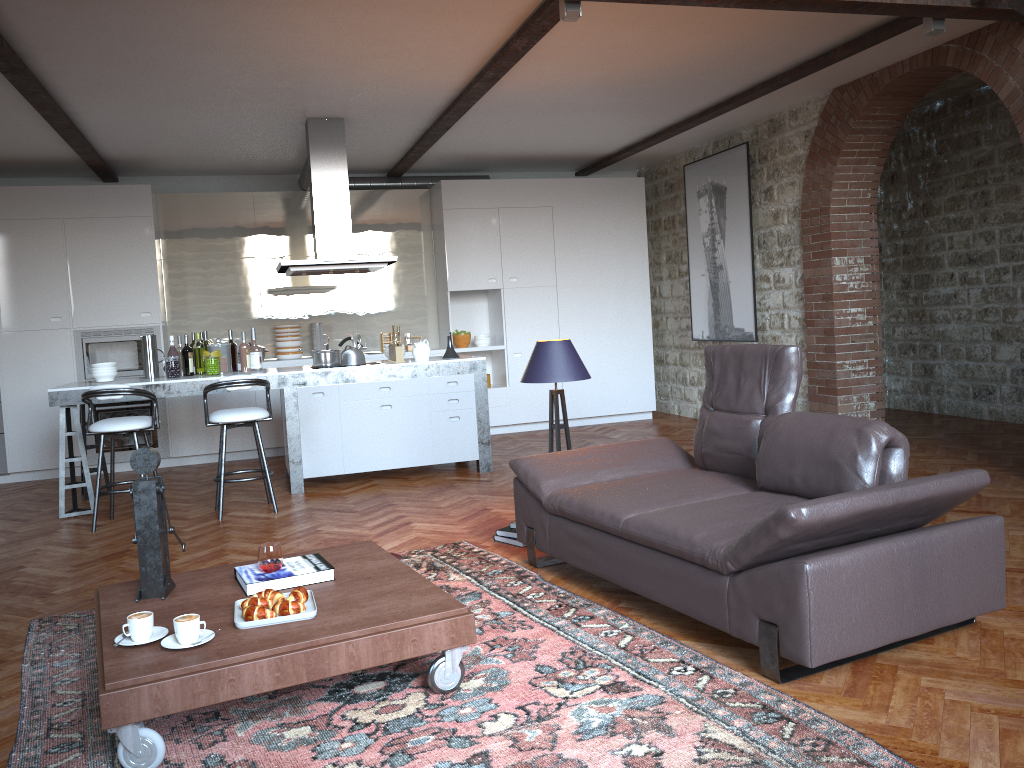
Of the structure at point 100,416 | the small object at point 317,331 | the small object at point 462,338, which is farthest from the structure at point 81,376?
the small object at point 462,338

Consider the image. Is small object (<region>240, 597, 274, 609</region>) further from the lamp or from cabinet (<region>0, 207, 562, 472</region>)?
cabinet (<region>0, 207, 562, 472</region>)

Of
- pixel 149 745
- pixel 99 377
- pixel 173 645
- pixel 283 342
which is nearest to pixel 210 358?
pixel 99 377

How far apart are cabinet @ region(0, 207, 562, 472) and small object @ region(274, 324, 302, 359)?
0.5 meters

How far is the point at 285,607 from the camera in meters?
3.0

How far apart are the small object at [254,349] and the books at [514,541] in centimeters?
319cm

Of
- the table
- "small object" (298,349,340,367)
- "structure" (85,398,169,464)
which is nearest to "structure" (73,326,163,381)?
"structure" (85,398,169,464)

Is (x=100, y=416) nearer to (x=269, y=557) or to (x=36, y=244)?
(x=36, y=244)

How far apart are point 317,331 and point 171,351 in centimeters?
232cm

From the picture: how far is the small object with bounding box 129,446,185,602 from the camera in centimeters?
329cm
